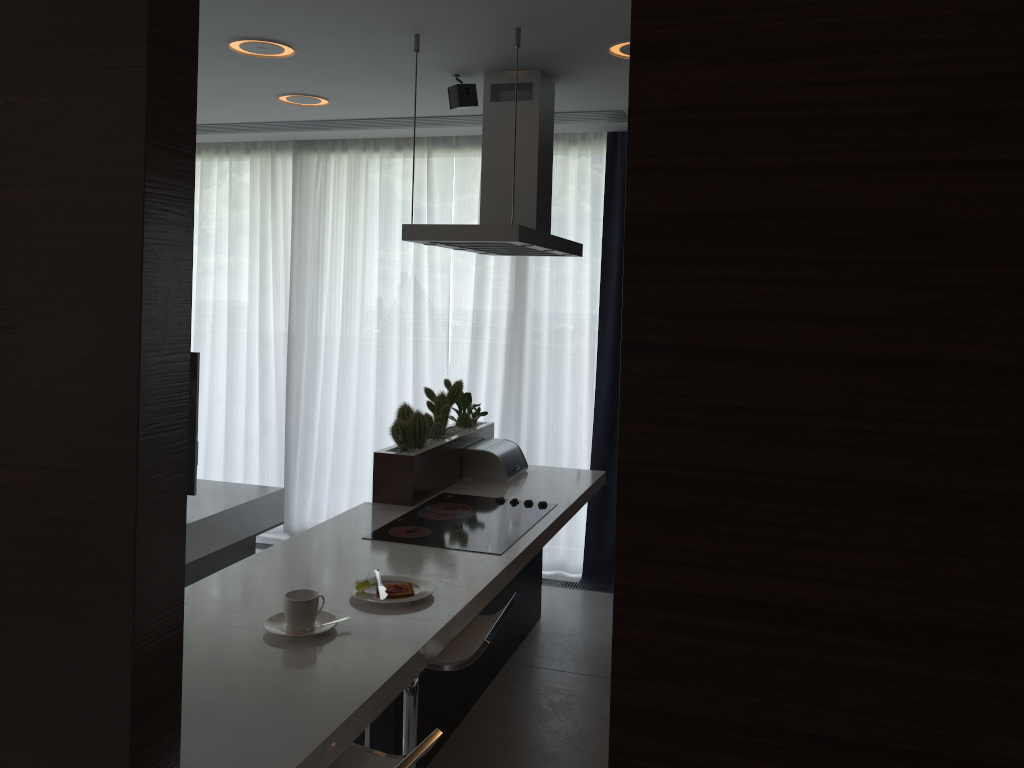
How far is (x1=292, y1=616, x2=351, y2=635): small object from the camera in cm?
221

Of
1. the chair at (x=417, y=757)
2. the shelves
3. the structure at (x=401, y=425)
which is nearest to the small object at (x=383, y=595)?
the chair at (x=417, y=757)

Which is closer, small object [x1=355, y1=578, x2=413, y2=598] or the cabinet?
the cabinet

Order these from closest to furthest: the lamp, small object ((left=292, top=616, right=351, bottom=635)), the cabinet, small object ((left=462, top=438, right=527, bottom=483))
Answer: the cabinet
small object ((left=292, top=616, right=351, bottom=635))
the lamp
small object ((left=462, top=438, right=527, bottom=483))

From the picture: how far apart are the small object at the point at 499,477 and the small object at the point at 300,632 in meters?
1.9 m

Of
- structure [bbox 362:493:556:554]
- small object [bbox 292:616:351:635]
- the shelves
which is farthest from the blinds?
small object [bbox 292:616:351:635]

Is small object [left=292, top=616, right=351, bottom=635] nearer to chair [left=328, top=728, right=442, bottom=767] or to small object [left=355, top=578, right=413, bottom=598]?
small object [left=355, top=578, right=413, bottom=598]

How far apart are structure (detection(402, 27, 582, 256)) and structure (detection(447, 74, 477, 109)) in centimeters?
9cm

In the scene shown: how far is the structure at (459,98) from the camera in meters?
3.7 m

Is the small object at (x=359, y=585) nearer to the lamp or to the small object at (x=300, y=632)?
the small object at (x=300, y=632)
